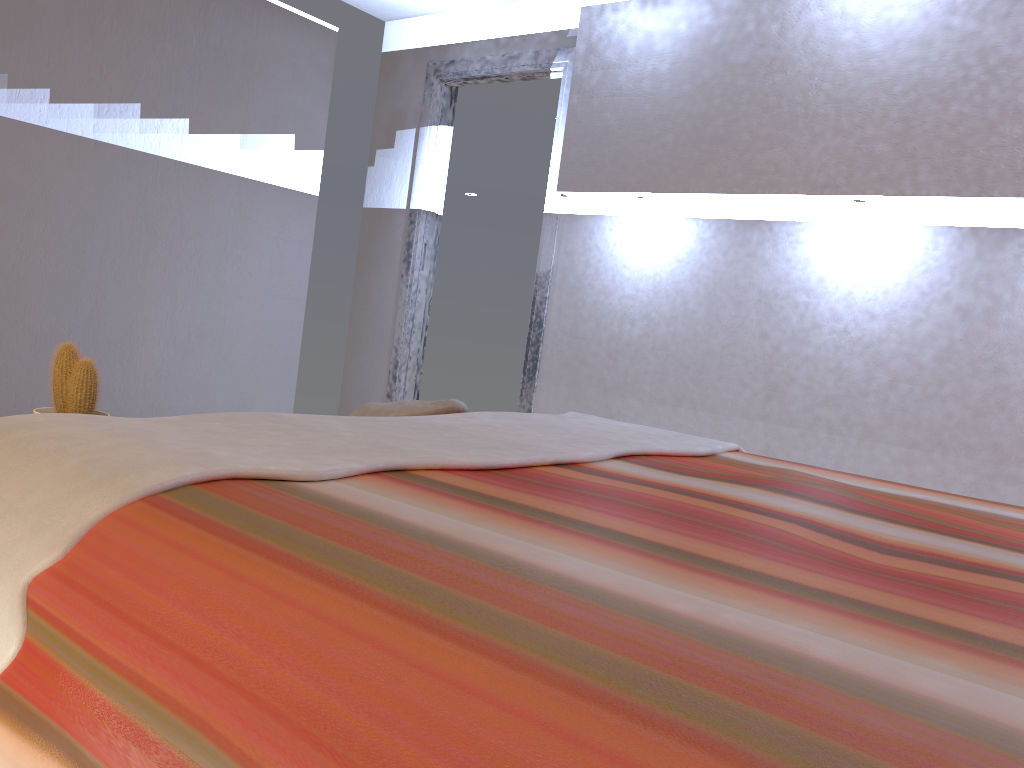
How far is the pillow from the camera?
2.2m

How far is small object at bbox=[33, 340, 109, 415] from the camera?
1.8 meters

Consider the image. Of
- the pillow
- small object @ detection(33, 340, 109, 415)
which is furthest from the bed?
small object @ detection(33, 340, 109, 415)

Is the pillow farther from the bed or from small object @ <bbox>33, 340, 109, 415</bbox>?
small object @ <bbox>33, 340, 109, 415</bbox>

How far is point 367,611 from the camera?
0.8m

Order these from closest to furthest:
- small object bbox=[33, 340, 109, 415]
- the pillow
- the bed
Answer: the bed → small object bbox=[33, 340, 109, 415] → the pillow

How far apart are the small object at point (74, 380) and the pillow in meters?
0.6

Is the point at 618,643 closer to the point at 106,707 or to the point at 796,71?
the point at 106,707

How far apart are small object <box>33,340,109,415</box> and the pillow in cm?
62

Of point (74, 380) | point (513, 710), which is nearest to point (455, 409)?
point (74, 380)
